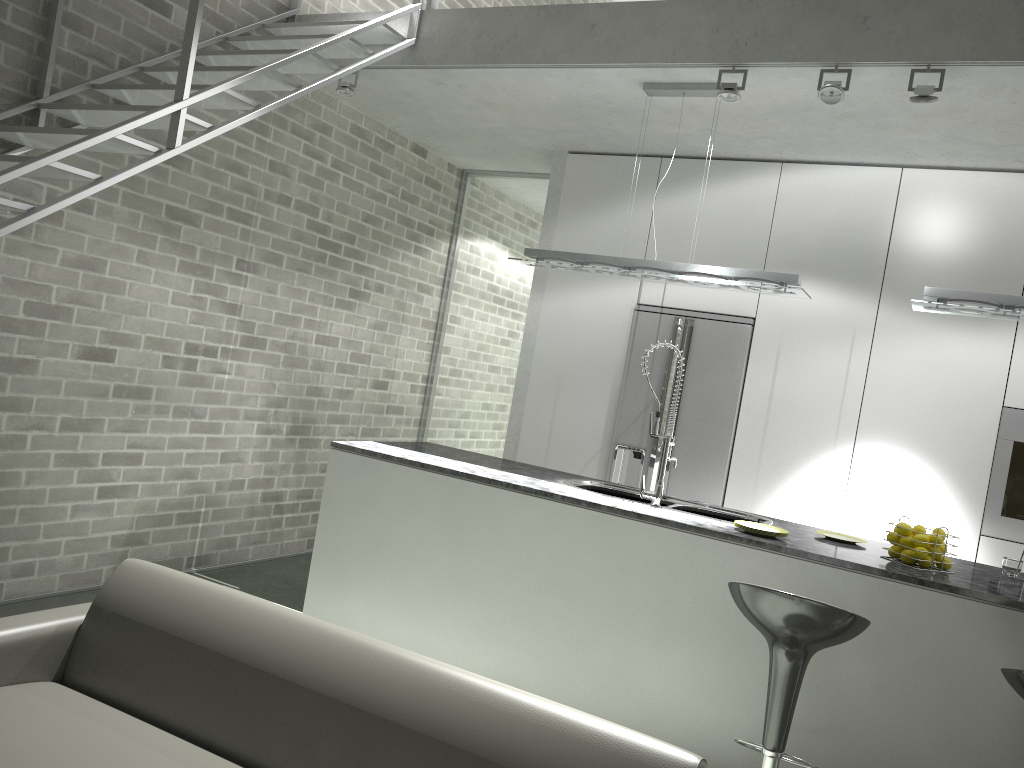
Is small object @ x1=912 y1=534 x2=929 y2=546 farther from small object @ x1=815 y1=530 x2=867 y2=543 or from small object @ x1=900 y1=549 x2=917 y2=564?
small object @ x1=815 y1=530 x2=867 y2=543

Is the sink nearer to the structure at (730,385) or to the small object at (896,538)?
the small object at (896,538)

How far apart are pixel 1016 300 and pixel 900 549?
1.2m

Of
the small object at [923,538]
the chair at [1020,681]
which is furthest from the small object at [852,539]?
the chair at [1020,681]

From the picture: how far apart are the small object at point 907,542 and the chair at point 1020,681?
0.89m

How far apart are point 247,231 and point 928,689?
4.1 meters

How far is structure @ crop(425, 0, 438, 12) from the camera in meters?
4.7

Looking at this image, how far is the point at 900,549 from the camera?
3.5m

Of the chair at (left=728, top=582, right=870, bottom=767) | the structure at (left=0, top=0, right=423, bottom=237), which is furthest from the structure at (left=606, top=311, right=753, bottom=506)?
the chair at (left=728, top=582, right=870, bottom=767)

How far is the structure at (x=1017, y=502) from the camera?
4.69m
